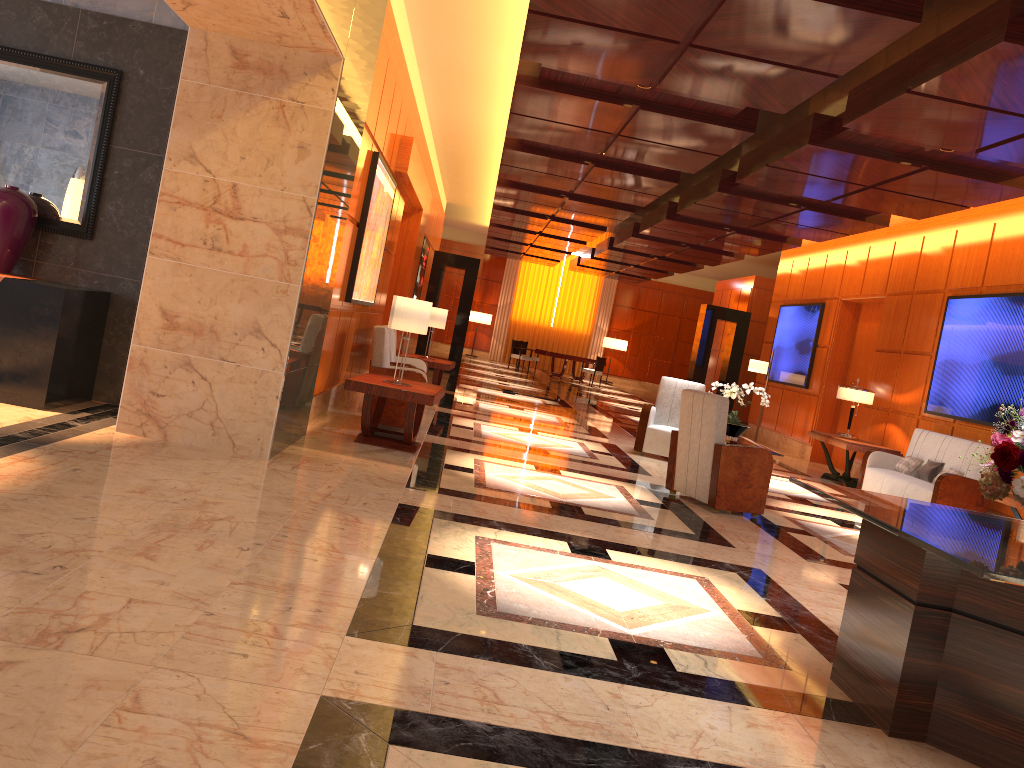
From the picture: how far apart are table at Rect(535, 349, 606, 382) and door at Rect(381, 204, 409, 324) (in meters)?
11.69

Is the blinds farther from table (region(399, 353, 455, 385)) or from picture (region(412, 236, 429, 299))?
table (region(399, 353, 455, 385))

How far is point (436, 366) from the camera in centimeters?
Answer: 1208cm

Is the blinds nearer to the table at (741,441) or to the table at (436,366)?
the table at (436,366)

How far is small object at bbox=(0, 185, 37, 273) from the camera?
6.47m

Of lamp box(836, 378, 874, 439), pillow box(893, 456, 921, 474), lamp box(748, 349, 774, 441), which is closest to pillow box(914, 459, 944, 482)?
pillow box(893, 456, 921, 474)

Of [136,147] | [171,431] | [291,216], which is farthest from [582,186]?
[171,431]

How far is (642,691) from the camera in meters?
3.2

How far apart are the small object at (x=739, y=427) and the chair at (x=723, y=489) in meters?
1.5 m

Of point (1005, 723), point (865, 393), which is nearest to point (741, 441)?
point (865, 393)
